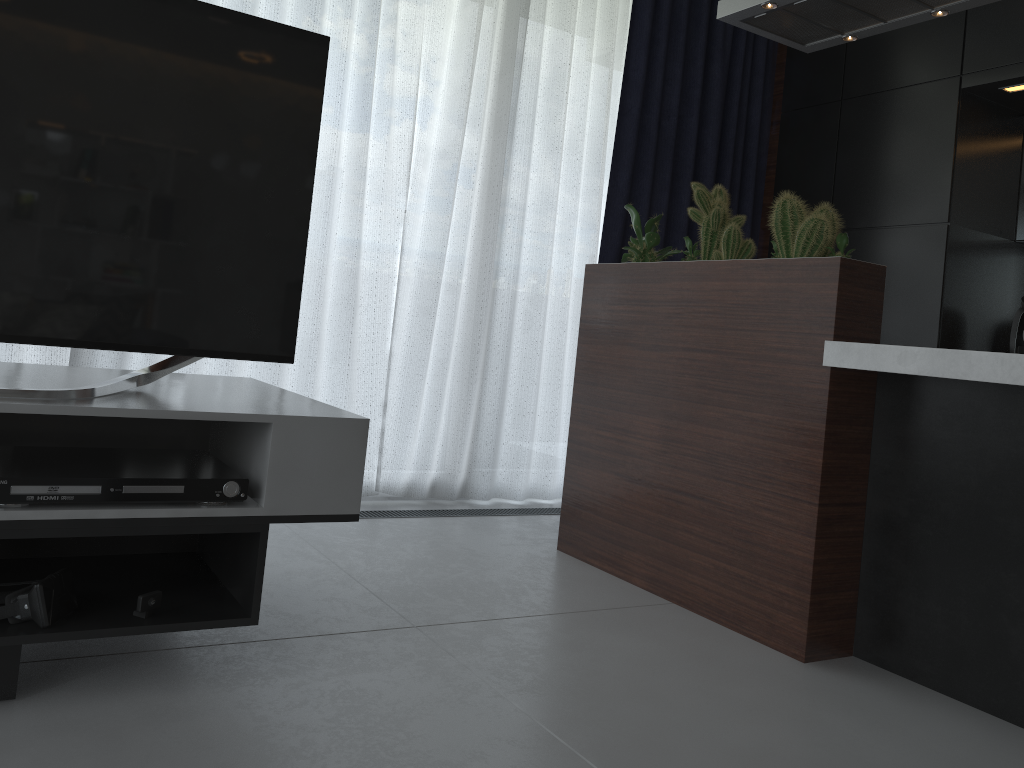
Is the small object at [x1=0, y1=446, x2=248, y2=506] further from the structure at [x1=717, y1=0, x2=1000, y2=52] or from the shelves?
the structure at [x1=717, y1=0, x2=1000, y2=52]

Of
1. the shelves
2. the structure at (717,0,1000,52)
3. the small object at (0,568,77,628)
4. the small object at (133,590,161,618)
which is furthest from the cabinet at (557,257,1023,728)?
the small object at (0,568,77,628)

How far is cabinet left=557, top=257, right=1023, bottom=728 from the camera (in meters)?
1.95

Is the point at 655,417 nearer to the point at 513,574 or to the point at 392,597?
the point at 513,574

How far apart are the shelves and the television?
0.02m

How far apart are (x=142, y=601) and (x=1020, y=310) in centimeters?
331cm

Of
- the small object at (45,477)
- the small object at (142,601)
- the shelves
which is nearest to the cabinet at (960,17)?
the shelves

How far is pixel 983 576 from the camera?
2.0 meters

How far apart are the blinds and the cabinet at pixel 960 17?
0.09m

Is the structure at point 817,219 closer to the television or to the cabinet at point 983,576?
the cabinet at point 983,576
